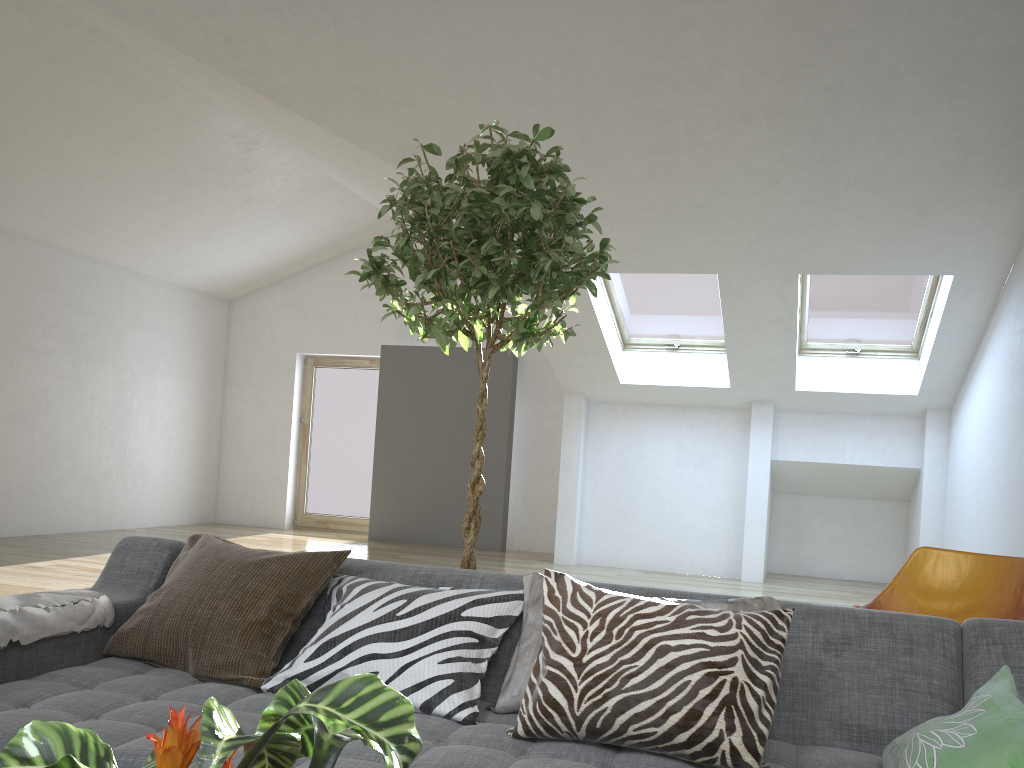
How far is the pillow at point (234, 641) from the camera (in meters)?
2.14

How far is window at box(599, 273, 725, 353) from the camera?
7.5m

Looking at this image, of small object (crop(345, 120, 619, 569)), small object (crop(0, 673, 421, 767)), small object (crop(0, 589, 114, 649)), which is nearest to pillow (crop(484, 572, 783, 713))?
small object (crop(345, 120, 619, 569))

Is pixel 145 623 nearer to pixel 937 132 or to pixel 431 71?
pixel 431 71

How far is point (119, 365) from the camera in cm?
936

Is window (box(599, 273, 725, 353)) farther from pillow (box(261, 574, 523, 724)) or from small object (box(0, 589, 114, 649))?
small object (box(0, 589, 114, 649))

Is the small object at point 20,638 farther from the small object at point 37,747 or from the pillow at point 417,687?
the small object at point 37,747

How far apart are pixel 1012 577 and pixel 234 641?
3.12m

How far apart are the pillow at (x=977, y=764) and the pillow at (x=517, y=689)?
0.4 meters

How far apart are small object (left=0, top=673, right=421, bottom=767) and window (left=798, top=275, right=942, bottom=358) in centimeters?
688cm
